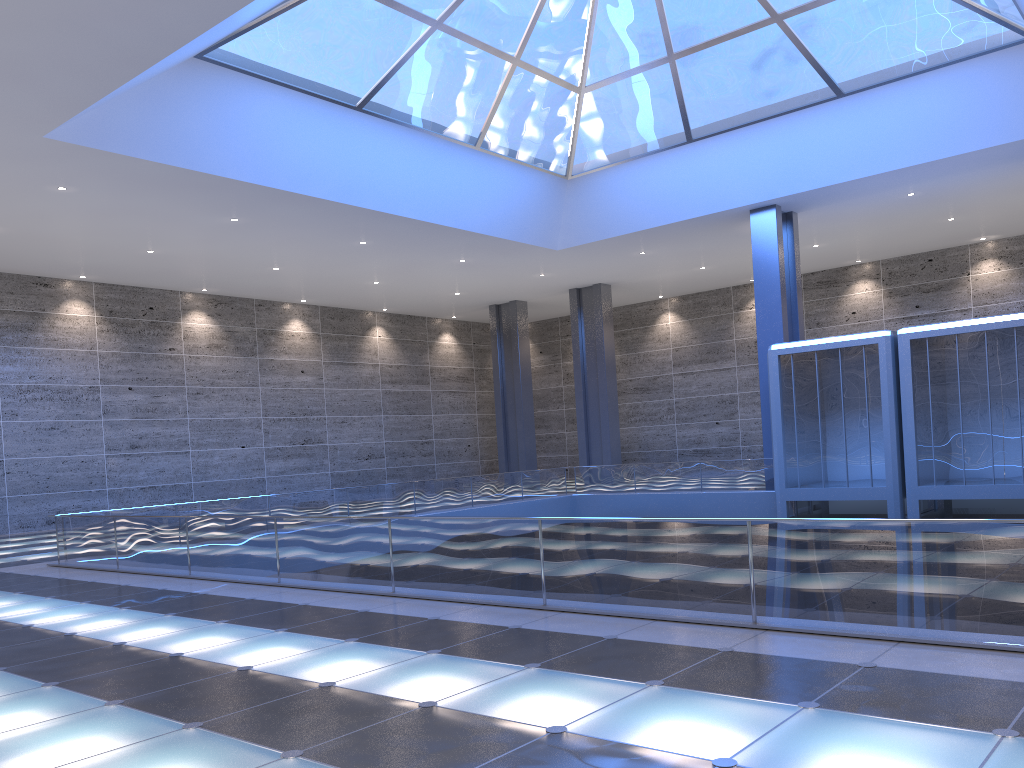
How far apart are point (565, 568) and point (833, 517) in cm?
2151
